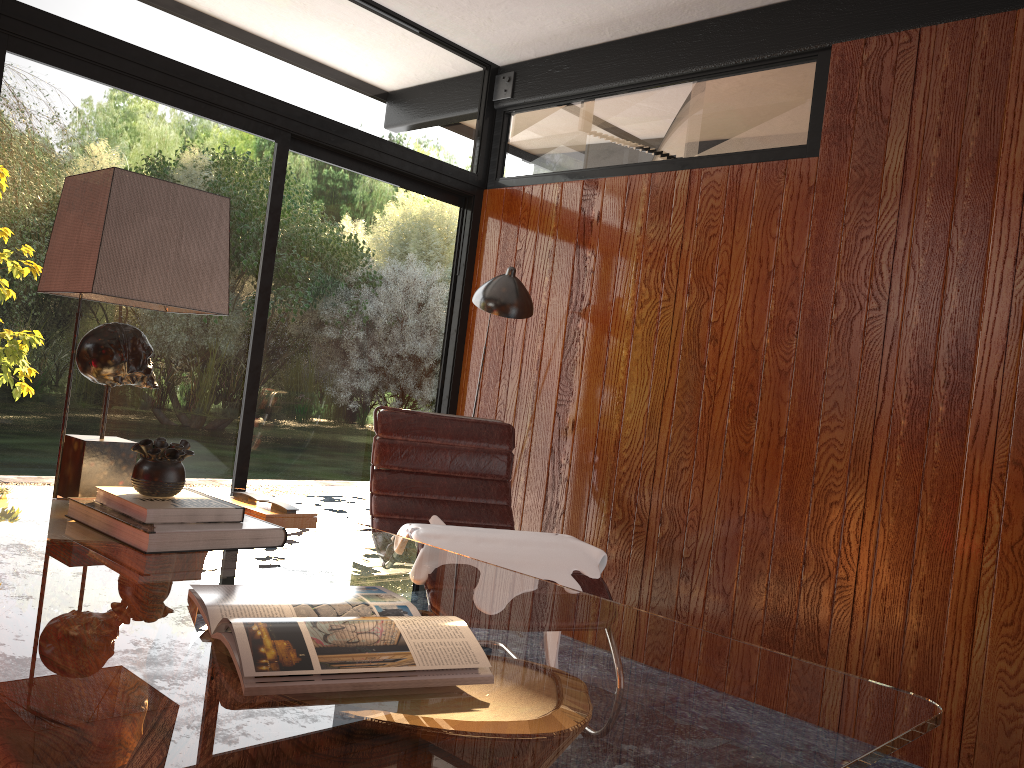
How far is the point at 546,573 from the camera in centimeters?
266cm

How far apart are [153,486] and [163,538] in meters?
0.2

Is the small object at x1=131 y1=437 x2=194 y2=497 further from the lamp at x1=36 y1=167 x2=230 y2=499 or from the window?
the window

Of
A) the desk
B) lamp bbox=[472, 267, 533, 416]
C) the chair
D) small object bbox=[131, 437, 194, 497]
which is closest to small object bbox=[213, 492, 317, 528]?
the desk

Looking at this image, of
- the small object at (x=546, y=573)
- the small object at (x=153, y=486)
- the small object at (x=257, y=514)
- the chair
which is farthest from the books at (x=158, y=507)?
the chair

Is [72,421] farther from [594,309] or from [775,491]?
[775,491]

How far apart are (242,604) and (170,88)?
2.5m

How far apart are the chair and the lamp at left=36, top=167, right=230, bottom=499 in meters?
1.3

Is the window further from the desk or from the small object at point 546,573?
the desk

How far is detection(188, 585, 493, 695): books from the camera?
1.0m
